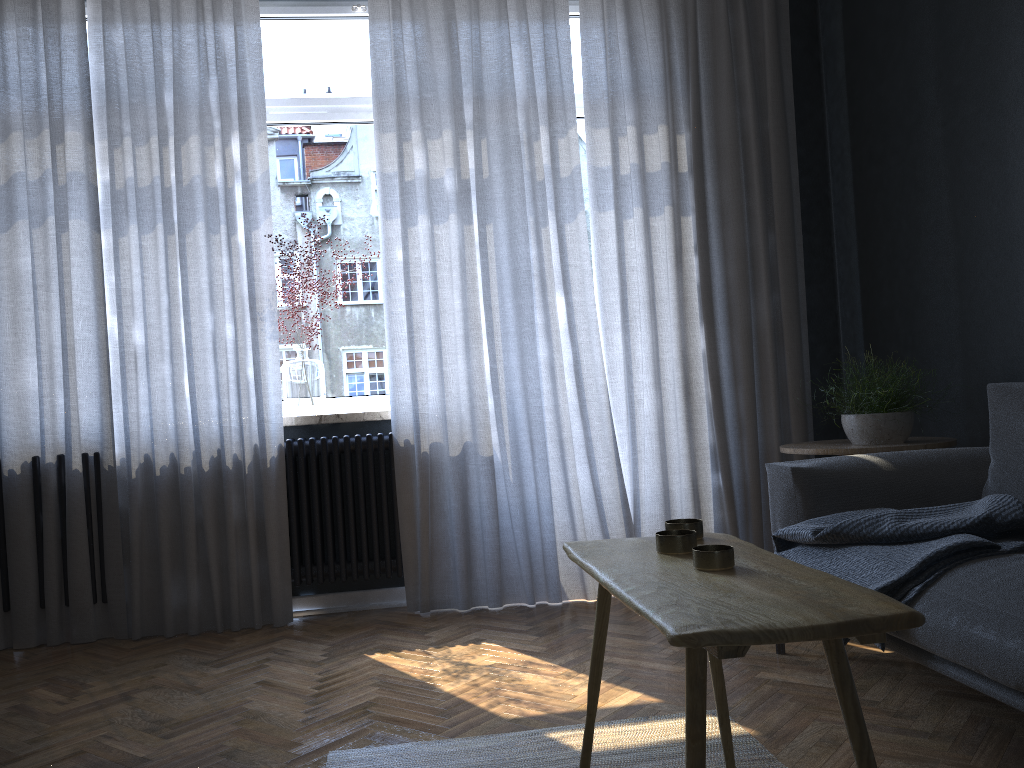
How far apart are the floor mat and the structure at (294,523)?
1.5m

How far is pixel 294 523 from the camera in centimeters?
359cm

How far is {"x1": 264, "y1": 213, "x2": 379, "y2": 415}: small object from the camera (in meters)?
3.73

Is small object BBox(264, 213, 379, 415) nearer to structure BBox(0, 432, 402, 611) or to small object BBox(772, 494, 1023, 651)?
structure BBox(0, 432, 402, 611)

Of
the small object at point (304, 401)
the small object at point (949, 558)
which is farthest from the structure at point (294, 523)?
the small object at point (949, 558)

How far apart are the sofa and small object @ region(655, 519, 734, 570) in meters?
0.6

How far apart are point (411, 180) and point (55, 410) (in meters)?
1.68

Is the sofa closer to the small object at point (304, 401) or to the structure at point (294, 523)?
the structure at point (294, 523)

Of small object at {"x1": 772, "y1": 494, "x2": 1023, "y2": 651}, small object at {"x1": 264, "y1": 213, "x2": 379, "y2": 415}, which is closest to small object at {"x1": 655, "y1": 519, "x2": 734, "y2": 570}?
small object at {"x1": 772, "y1": 494, "x2": 1023, "y2": 651}

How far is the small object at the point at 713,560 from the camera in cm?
135
